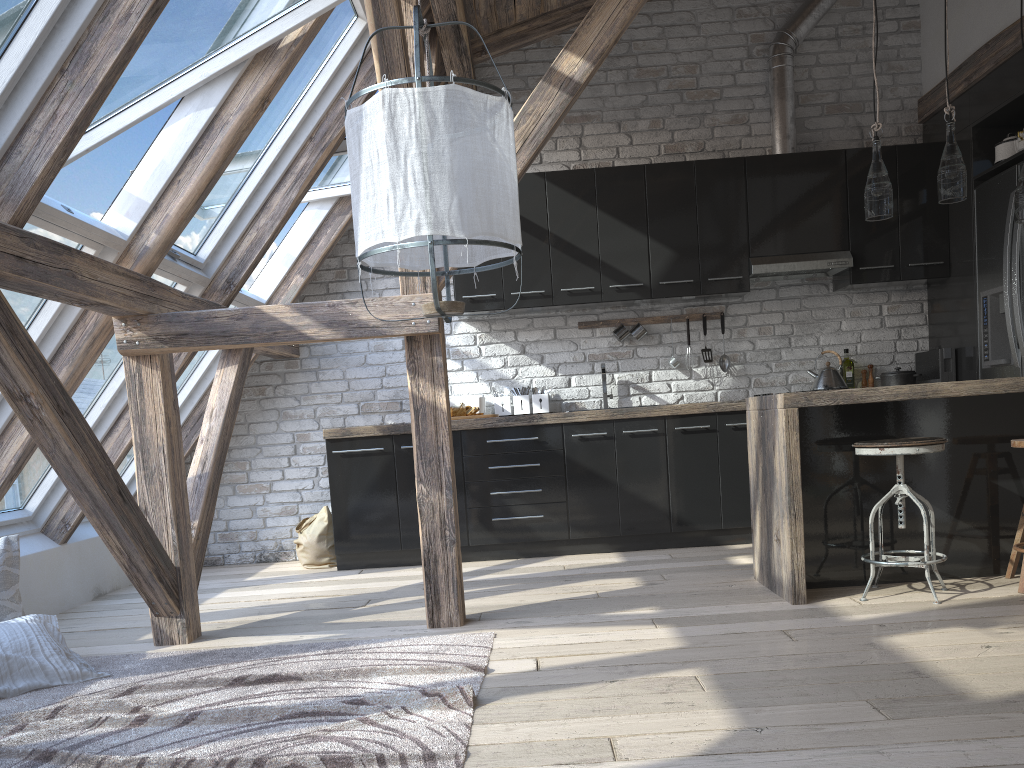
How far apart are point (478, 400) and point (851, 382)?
2.4 meters

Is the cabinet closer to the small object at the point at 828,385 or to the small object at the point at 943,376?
the small object at the point at 943,376

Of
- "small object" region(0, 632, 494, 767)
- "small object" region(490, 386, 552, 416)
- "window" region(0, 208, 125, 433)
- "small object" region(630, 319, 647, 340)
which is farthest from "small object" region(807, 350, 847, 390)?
"window" region(0, 208, 125, 433)

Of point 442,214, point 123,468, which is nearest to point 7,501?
point 123,468

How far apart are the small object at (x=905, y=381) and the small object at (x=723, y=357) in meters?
1.0

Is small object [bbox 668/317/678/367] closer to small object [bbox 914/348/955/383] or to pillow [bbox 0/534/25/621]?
small object [bbox 914/348/955/383]

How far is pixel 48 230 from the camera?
3.2 meters

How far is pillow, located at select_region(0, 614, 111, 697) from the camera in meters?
2.9 m

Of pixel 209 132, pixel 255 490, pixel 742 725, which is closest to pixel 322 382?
pixel 255 490

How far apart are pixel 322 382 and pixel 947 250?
4.01m
